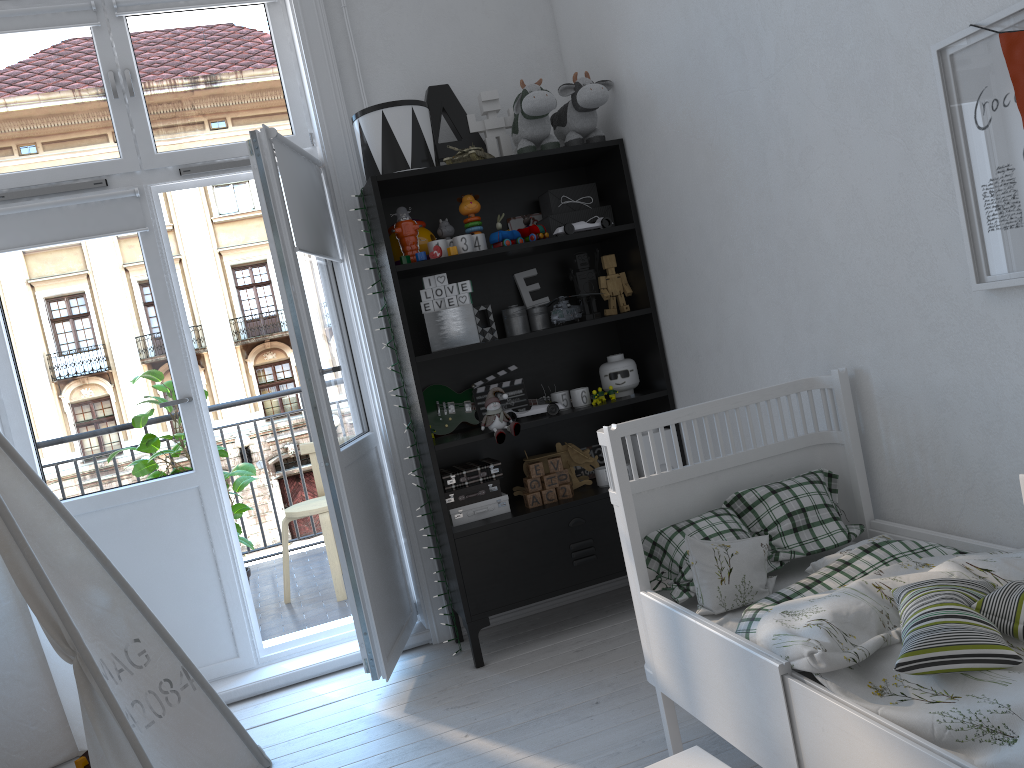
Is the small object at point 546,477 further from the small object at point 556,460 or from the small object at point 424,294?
the small object at point 424,294

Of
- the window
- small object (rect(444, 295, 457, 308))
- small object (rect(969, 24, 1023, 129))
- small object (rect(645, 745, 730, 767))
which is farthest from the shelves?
small object (rect(969, 24, 1023, 129))

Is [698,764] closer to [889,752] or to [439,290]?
[889,752]

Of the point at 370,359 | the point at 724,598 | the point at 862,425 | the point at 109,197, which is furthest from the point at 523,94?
the point at 724,598

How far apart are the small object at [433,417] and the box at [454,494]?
0.2 meters

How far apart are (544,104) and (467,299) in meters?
0.7 m

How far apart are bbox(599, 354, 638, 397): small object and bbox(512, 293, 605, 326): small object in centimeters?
20cm

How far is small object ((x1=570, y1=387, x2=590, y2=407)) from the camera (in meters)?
3.17

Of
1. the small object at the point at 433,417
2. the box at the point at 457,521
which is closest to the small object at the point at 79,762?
the box at the point at 457,521

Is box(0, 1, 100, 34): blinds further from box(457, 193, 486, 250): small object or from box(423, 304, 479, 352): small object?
box(423, 304, 479, 352): small object
